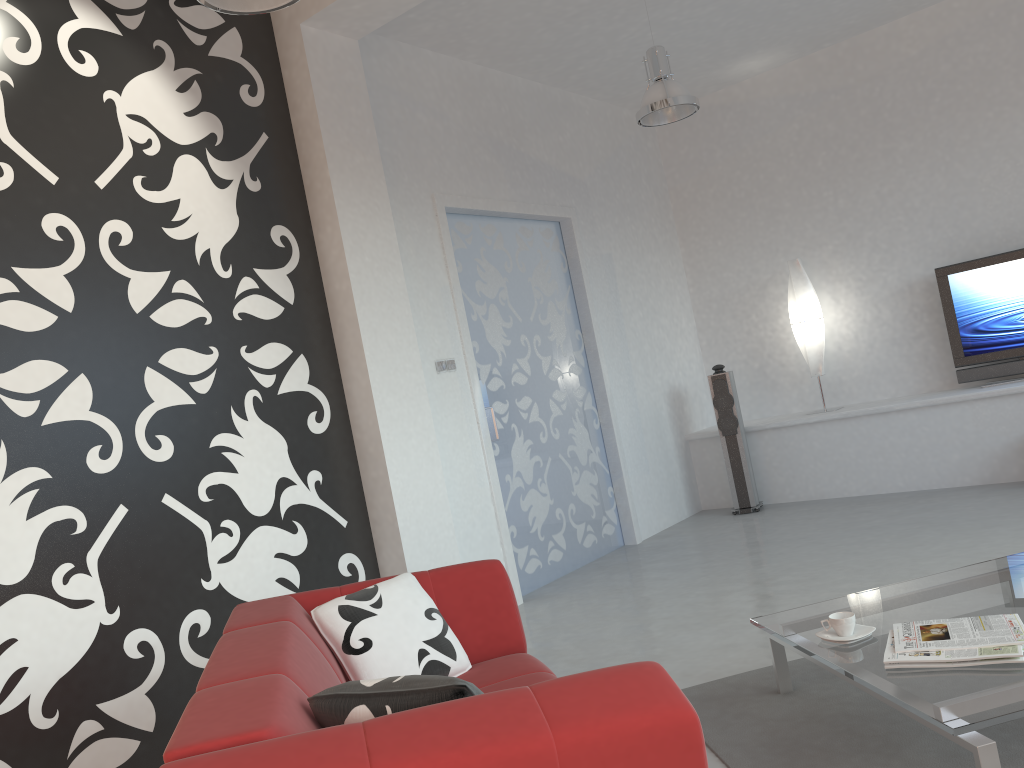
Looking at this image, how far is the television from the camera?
6.3m

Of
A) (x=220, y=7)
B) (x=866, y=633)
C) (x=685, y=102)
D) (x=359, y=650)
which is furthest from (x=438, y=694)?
(x=685, y=102)

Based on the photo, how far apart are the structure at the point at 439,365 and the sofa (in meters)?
2.19

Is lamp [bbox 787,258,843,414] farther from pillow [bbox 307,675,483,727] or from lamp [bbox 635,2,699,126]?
pillow [bbox 307,675,483,727]

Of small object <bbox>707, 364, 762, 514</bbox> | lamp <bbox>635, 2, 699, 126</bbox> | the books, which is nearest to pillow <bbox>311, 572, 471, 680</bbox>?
the books

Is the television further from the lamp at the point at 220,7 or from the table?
the lamp at the point at 220,7

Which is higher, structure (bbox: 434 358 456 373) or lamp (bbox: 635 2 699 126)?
lamp (bbox: 635 2 699 126)

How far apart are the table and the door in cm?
240

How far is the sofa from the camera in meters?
1.5 m

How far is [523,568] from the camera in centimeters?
563cm
